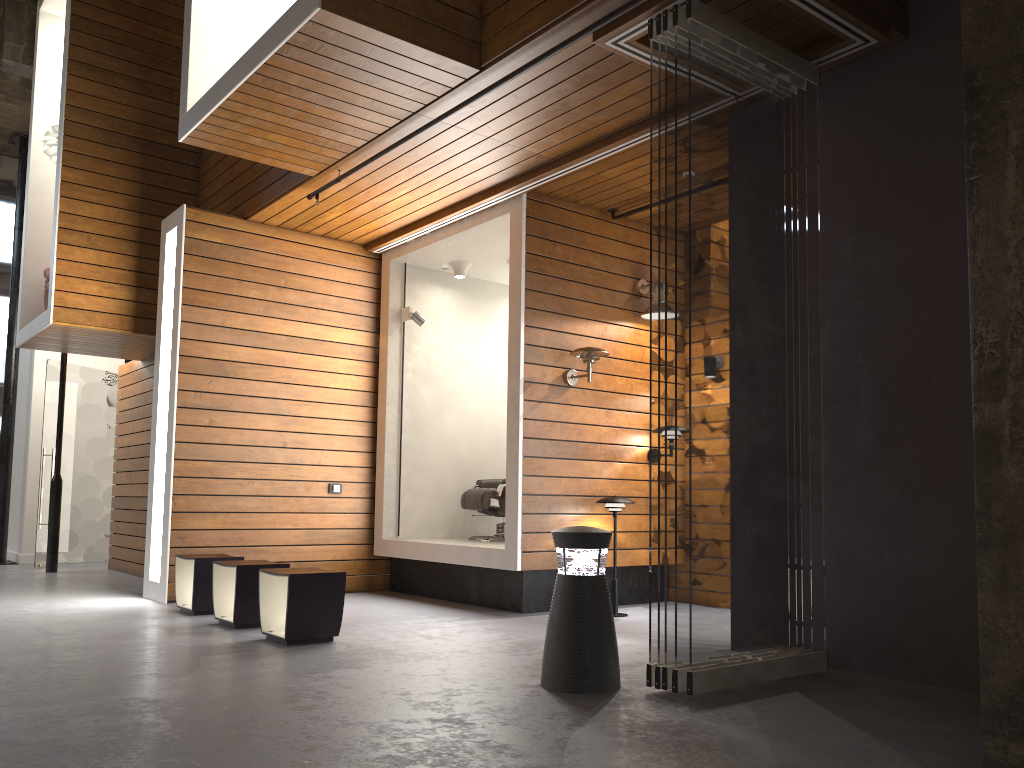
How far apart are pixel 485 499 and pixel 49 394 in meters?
5.6

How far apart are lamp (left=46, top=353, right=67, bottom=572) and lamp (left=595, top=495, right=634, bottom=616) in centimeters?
617cm

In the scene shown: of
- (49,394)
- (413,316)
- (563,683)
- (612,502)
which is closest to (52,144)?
(49,394)

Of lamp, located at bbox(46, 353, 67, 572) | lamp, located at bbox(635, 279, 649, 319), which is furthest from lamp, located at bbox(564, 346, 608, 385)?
lamp, located at bbox(46, 353, 67, 572)

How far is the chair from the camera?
7.4m

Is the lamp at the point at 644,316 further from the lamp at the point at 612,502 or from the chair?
the chair

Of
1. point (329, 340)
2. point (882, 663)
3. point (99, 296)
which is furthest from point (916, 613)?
point (99, 296)

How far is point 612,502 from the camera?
6.3 meters

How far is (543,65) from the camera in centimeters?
468cm

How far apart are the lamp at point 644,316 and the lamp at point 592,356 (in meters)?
0.61
